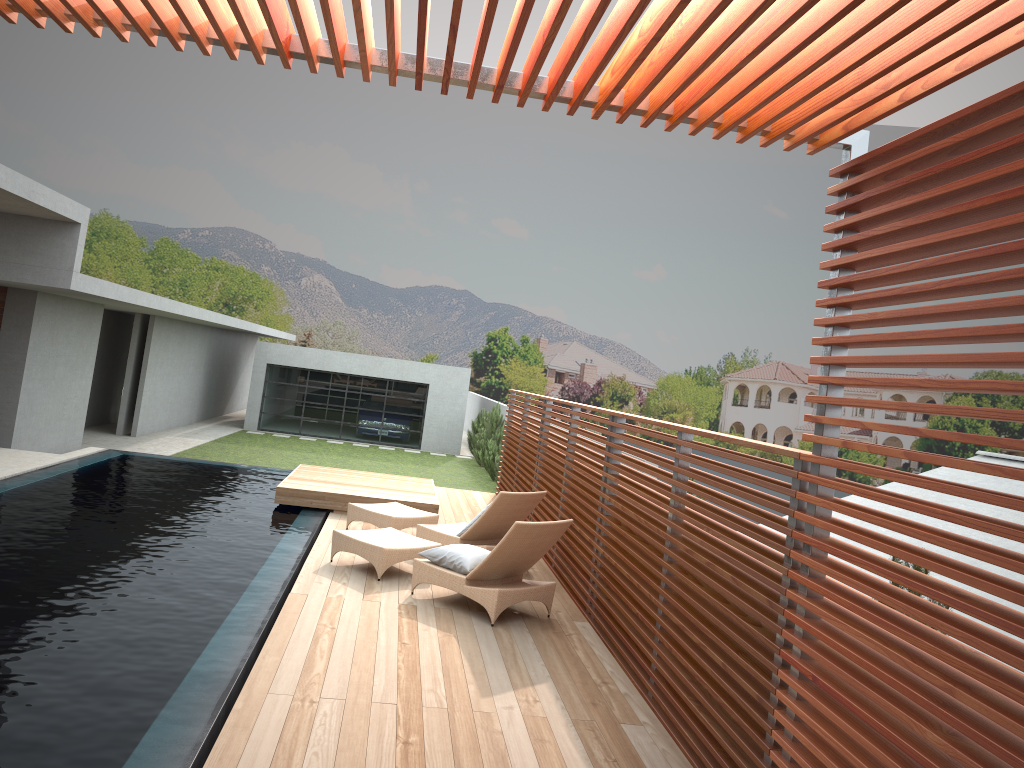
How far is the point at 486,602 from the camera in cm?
701

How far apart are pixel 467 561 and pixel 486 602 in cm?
44

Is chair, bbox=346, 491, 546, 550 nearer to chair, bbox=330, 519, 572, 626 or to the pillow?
chair, bbox=330, 519, 572, 626

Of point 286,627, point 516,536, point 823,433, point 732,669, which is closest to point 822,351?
point 823,433

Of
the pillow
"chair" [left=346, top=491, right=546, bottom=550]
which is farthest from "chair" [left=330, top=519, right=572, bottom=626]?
"chair" [left=346, top=491, right=546, bottom=550]

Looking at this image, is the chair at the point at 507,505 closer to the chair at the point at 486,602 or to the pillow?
the chair at the point at 486,602

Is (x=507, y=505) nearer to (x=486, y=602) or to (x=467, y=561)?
(x=467, y=561)

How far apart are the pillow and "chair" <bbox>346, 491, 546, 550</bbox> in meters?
1.1 m

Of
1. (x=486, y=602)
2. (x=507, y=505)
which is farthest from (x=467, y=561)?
(x=507, y=505)

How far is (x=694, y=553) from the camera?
5.2m
